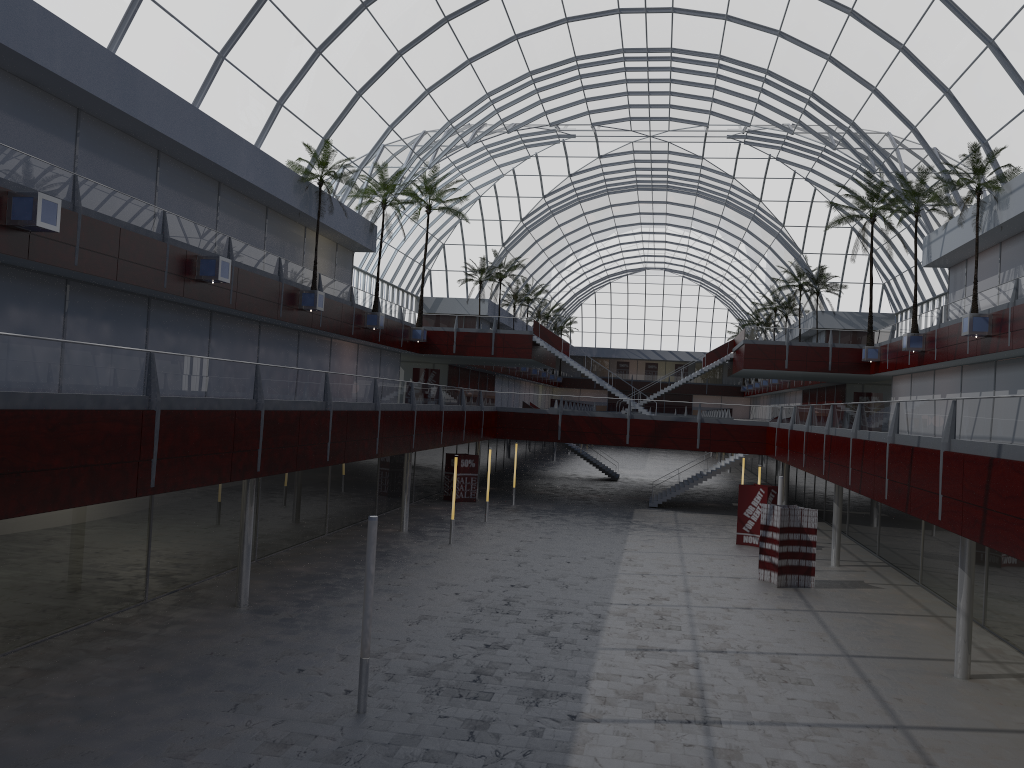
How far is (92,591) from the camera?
24.8 meters
